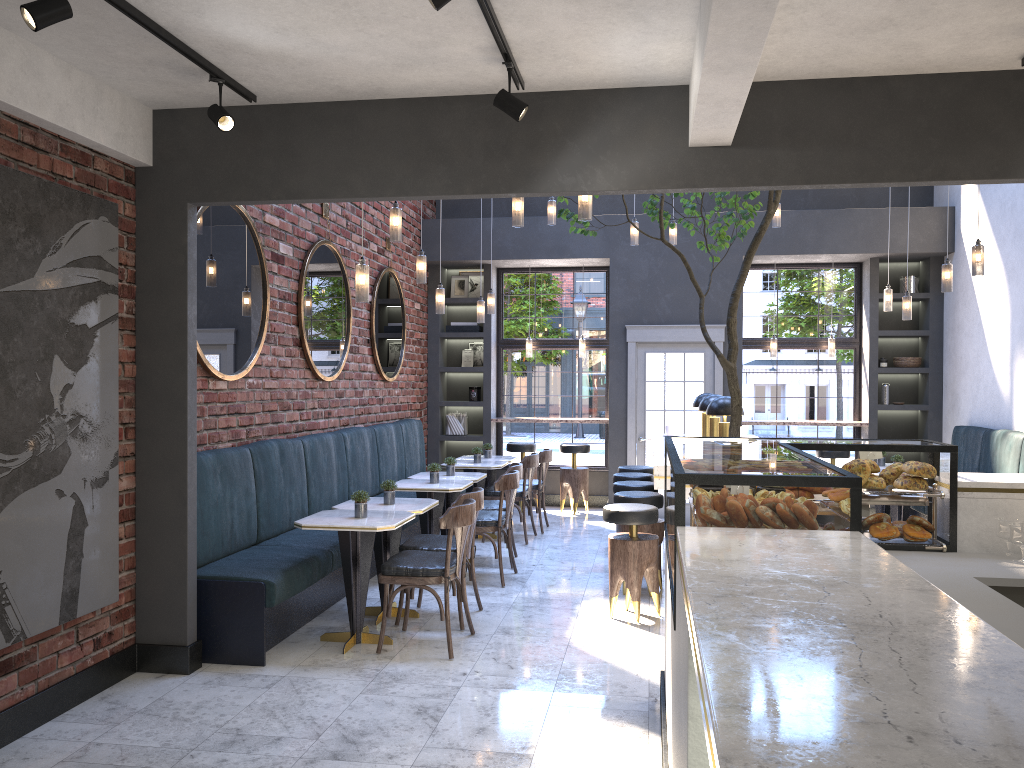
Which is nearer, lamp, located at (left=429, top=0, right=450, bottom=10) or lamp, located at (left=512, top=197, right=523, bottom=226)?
lamp, located at (left=429, top=0, right=450, bottom=10)

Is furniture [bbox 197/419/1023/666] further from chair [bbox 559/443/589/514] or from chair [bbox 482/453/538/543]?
chair [bbox 559/443/589/514]

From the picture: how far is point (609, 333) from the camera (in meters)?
10.27

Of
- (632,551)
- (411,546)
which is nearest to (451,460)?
(411,546)

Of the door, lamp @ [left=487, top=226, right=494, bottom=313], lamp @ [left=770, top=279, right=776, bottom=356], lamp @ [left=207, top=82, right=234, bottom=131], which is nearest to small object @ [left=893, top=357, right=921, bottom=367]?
lamp @ [left=770, top=279, right=776, bottom=356]

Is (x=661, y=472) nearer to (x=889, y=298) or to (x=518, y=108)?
(x=518, y=108)

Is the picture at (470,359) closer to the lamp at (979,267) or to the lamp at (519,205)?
the lamp at (519,205)

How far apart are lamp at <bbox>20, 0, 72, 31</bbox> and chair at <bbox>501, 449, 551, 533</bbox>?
6.69m

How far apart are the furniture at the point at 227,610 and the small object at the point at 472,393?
1.21m

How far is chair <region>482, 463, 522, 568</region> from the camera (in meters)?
7.44
